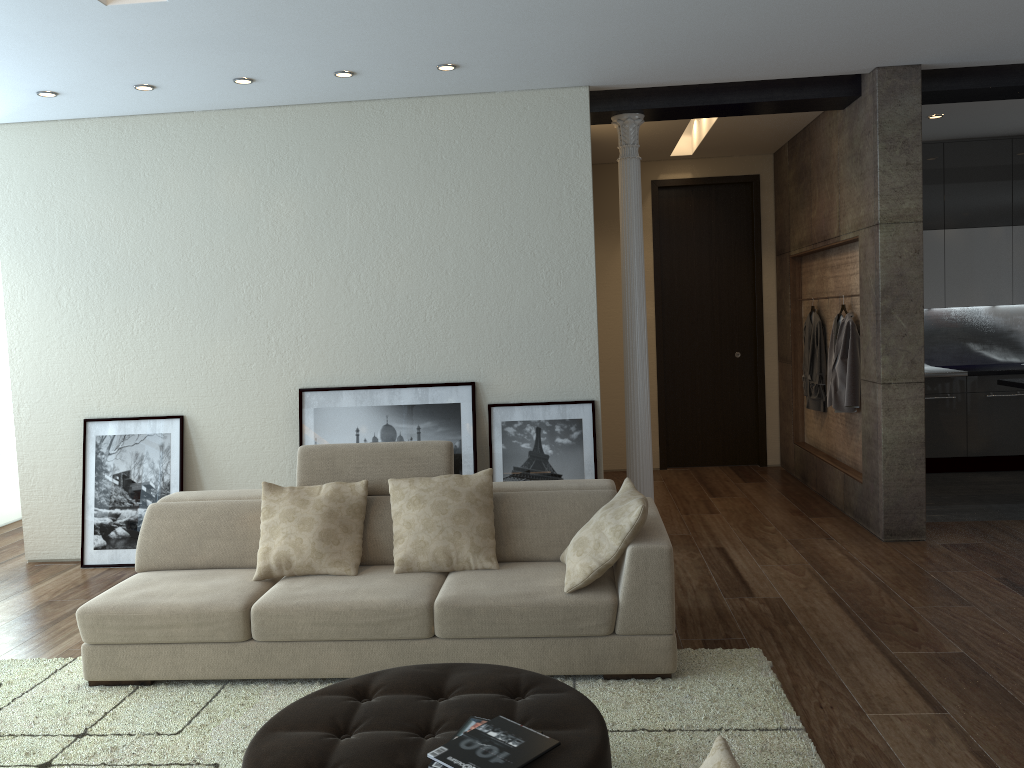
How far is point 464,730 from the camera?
2.5 meters

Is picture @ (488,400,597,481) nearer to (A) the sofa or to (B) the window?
(A) the sofa

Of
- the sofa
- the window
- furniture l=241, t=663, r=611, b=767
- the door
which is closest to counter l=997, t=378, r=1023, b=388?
the door

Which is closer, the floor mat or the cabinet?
the floor mat

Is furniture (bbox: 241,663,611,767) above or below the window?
below

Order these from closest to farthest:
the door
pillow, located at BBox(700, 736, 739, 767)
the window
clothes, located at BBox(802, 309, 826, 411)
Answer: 1. pillow, located at BBox(700, 736, 739, 767)
2. clothes, located at BBox(802, 309, 826, 411)
3. the window
4. the door

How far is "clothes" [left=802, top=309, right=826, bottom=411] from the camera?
7.2m

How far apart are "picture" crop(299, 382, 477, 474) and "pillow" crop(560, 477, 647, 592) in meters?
1.8 m

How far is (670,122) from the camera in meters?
6.8

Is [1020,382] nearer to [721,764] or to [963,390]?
[963,390]
